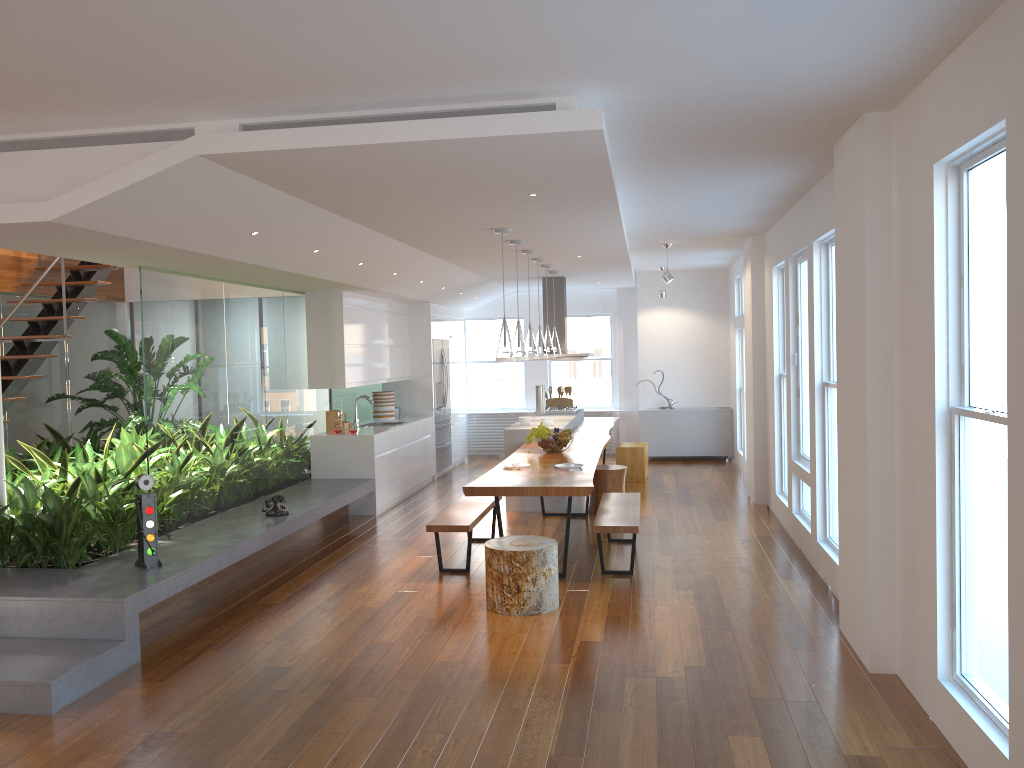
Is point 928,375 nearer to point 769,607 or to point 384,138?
point 769,607

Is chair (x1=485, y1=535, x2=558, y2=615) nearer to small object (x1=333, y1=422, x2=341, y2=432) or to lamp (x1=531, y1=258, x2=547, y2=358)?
lamp (x1=531, y1=258, x2=547, y2=358)

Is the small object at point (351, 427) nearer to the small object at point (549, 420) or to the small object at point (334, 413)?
the small object at point (334, 413)

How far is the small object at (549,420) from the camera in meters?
9.2

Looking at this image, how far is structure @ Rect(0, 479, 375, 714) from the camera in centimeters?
421cm

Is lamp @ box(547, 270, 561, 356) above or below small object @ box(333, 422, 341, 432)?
above

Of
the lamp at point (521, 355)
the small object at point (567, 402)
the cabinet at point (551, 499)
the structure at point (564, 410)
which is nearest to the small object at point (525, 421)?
the cabinet at point (551, 499)

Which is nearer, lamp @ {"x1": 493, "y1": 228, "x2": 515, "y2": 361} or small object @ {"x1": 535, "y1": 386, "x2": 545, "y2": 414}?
lamp @ {"x1": 493, "y1": 228, "x2": 515, "y2": 361}

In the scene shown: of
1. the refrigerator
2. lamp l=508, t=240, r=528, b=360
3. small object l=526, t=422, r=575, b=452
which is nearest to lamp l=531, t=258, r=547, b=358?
small object l=526, t=422, r=575, b=452

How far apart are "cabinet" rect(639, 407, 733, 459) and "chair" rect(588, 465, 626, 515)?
4.06m
